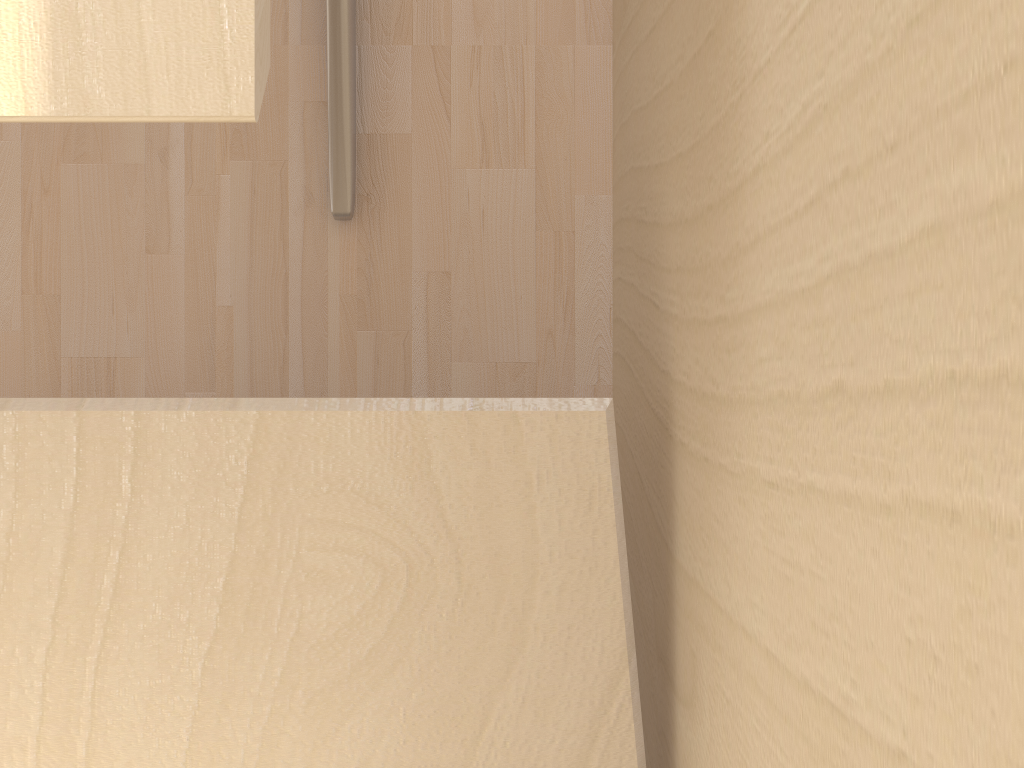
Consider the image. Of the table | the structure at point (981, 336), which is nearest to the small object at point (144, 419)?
the structure at point (981, 336)

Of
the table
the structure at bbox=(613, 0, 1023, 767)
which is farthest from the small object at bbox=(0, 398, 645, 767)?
the table

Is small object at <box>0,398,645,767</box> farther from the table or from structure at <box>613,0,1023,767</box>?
the table

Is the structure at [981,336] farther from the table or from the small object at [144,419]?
the table

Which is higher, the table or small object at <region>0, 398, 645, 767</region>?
the table

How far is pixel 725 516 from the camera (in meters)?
0.48

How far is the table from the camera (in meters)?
0.39

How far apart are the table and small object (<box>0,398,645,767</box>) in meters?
0.3

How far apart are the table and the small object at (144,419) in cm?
27

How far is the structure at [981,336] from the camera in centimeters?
22cm
